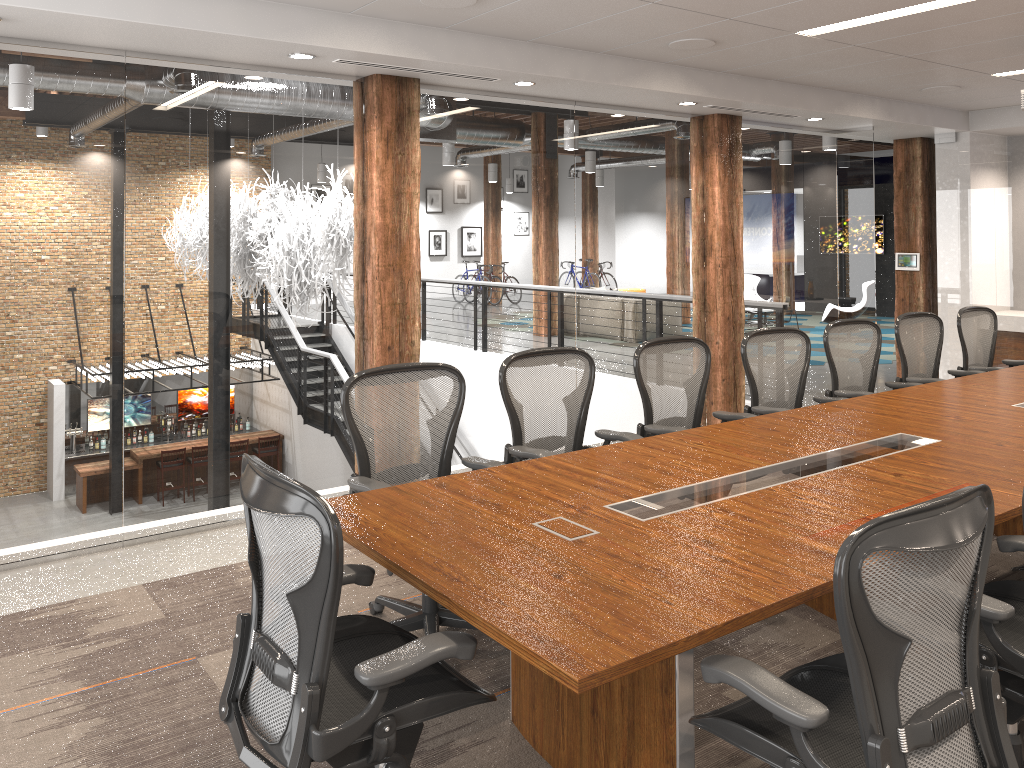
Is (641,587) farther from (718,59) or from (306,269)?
(718,59)

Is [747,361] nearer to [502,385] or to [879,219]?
[502,385]

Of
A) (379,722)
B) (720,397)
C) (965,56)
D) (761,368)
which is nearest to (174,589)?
(379,722)

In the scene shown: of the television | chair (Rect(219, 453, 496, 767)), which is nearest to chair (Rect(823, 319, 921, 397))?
chair (Rect(219, 453, 496, 767))

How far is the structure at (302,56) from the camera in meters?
4.6 m

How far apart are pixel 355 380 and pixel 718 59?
3.5m

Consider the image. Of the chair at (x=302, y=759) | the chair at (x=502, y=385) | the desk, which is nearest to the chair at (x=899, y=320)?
the desk

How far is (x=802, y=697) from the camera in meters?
1.9

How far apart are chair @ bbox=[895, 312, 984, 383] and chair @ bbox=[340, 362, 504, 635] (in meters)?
3.48

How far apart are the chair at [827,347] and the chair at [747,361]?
0.2 meters
